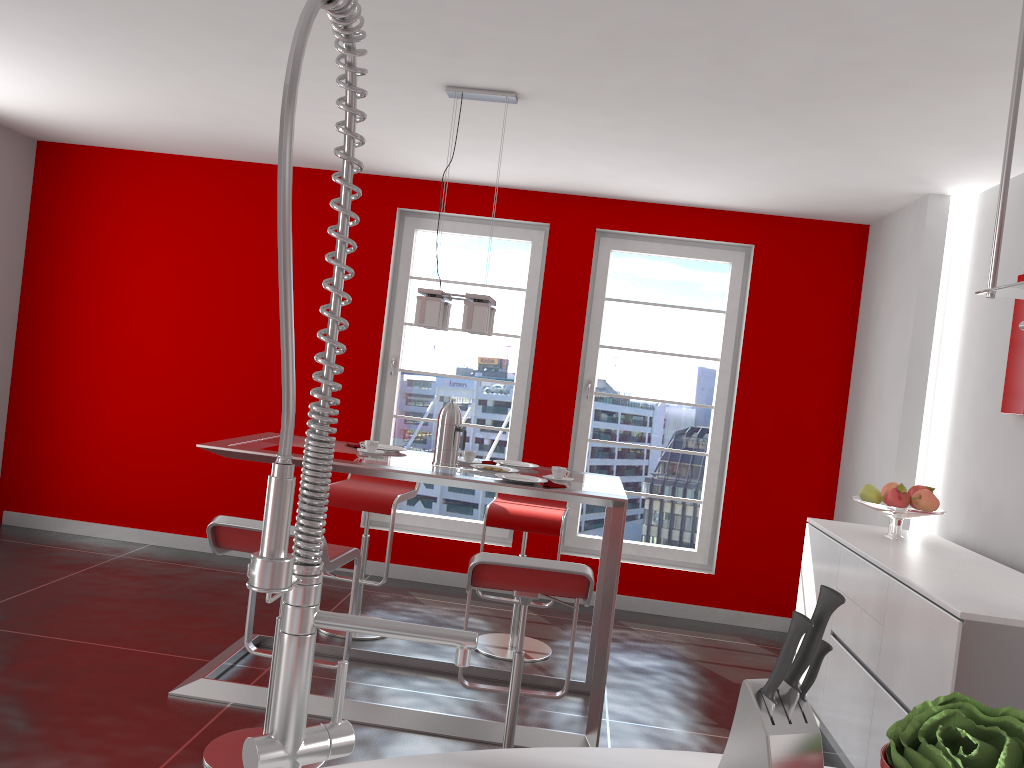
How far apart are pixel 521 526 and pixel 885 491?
1.7m

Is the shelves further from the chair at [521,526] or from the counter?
the chair at [521,526]

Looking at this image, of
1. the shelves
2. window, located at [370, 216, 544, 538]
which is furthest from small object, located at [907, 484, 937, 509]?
the shelves

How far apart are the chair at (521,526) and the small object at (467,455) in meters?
0.6

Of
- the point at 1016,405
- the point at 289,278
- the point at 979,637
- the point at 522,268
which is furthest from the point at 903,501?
the point at 289,278

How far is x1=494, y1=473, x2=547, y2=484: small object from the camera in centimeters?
355cm

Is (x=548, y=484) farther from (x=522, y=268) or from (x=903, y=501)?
(x=522, y=268)

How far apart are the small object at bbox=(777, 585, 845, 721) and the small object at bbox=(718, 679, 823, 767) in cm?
1

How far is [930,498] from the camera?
3.9m

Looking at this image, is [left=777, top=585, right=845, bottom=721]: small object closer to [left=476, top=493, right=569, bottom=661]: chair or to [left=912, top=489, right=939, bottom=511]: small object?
[left=912, top=489, right=939, bottom=511]: small object
